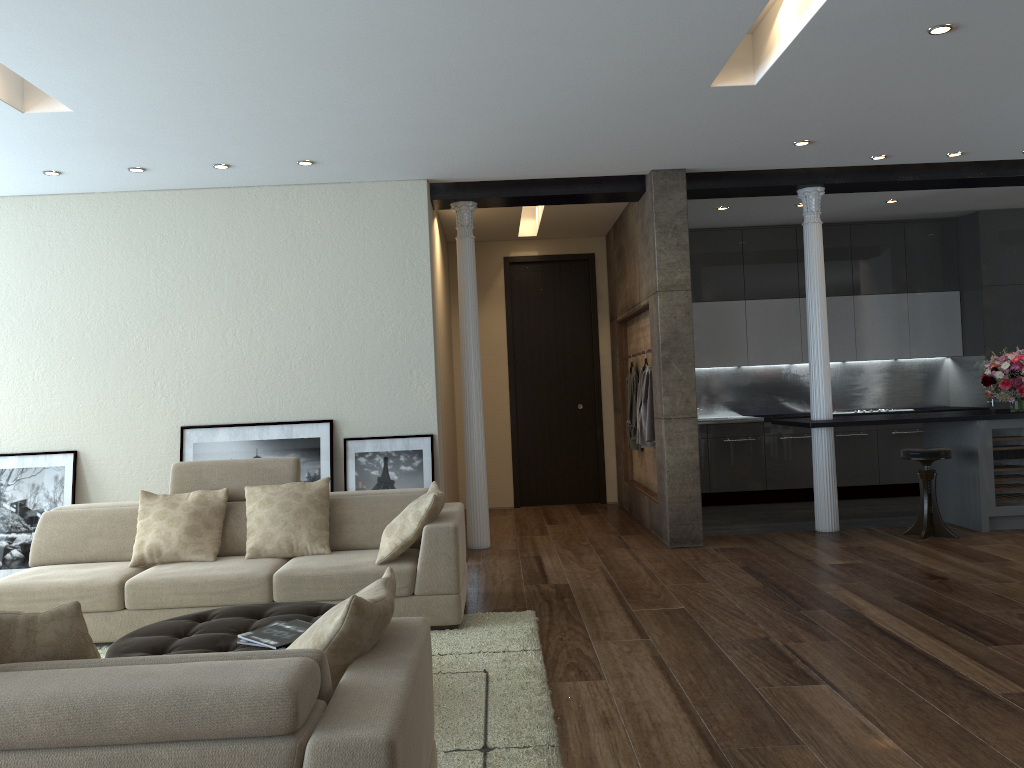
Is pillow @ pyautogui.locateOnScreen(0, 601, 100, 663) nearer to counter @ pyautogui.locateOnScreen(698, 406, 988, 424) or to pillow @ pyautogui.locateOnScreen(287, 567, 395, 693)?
pillow @ pyautogui.locateOnScreen(287, 567, 395, 693)

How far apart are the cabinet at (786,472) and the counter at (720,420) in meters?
0.1

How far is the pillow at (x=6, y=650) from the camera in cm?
214

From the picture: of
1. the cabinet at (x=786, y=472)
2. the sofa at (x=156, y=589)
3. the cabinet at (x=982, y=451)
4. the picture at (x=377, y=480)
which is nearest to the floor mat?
the sofa at (x=156, y=589)

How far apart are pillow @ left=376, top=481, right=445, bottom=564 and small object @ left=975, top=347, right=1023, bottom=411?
5.0 meters

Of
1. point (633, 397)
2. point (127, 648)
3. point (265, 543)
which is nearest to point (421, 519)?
point (265, 543)

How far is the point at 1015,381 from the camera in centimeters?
727cm

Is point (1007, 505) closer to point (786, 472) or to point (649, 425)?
point (786, 472)

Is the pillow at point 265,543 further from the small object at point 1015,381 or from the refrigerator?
the small object at point 1015,381

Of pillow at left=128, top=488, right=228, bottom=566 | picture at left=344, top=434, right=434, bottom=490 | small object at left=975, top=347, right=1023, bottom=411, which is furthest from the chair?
pillow at left=128, top=488, right=228, bottom=566
